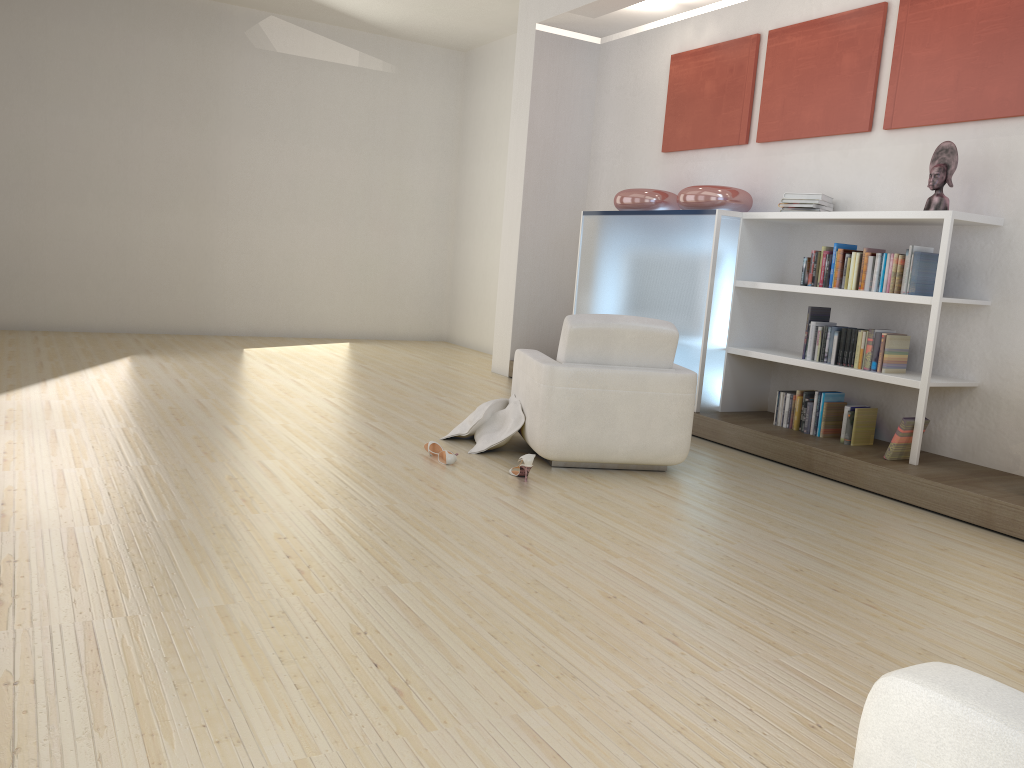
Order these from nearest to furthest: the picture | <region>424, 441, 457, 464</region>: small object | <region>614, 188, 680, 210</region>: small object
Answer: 1. <region>424, 441, 457, 464</region>: small object
2. the picture
3. <region>614, 188, 680, 210</region>: small object

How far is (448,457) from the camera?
4.8m

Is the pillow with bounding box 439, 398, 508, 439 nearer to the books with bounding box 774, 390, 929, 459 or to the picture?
the books with bounding box 774, 390, 929, 459

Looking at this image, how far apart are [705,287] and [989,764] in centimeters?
509cm

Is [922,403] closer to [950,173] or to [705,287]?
[950,173]

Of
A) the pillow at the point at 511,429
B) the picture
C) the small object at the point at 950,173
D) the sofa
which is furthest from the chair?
the sofa

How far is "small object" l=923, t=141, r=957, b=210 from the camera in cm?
496

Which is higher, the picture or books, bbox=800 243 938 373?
the picture

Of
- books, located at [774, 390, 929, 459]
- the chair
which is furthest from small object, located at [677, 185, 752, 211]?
the chair

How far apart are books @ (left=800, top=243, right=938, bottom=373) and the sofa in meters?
4.1 m
